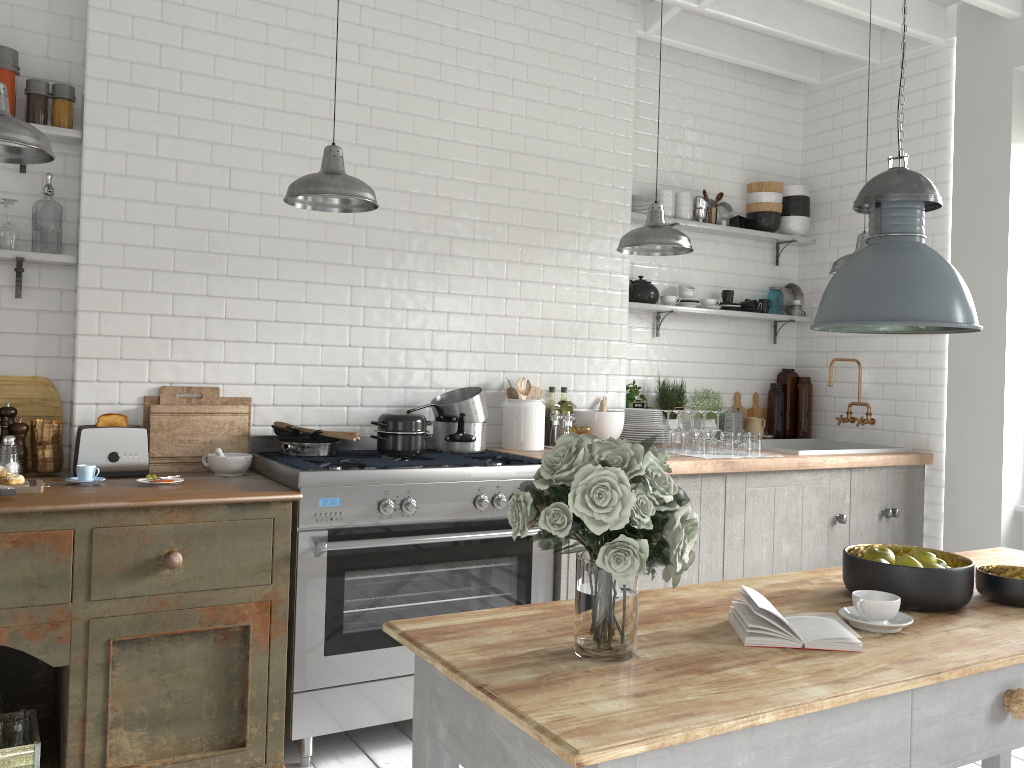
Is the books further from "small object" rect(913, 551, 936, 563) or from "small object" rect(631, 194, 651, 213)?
"small object" rect(631, 194, 651, 213)

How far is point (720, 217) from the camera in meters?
6.4

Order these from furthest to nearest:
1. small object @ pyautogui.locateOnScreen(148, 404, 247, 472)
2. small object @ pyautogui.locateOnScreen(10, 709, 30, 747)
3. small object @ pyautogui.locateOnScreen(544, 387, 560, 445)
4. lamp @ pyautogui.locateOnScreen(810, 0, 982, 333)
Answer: small object @ pyautogui.locateOnScreen(544, 387, 560, 445) → small object @ pyautogui.locateOnScreen(148, 404, 247, 472) → small object @ pyautogui.locateOnScreen(10, 709, 30, 747) → lamp @ pyautogui.locateOnScreen(810, 0, 982, 333)

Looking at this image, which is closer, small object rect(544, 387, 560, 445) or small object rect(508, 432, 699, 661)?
small object rect(508, 432, 699, 661)

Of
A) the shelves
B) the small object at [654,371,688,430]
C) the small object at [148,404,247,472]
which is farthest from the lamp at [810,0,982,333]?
the small object at [654,371,688,430]

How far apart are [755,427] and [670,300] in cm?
121

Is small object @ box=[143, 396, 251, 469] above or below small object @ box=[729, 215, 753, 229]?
below

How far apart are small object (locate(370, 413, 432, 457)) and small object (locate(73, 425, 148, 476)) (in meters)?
1.08

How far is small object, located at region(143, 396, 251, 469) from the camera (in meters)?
4.34

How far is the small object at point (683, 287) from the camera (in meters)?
6.13
